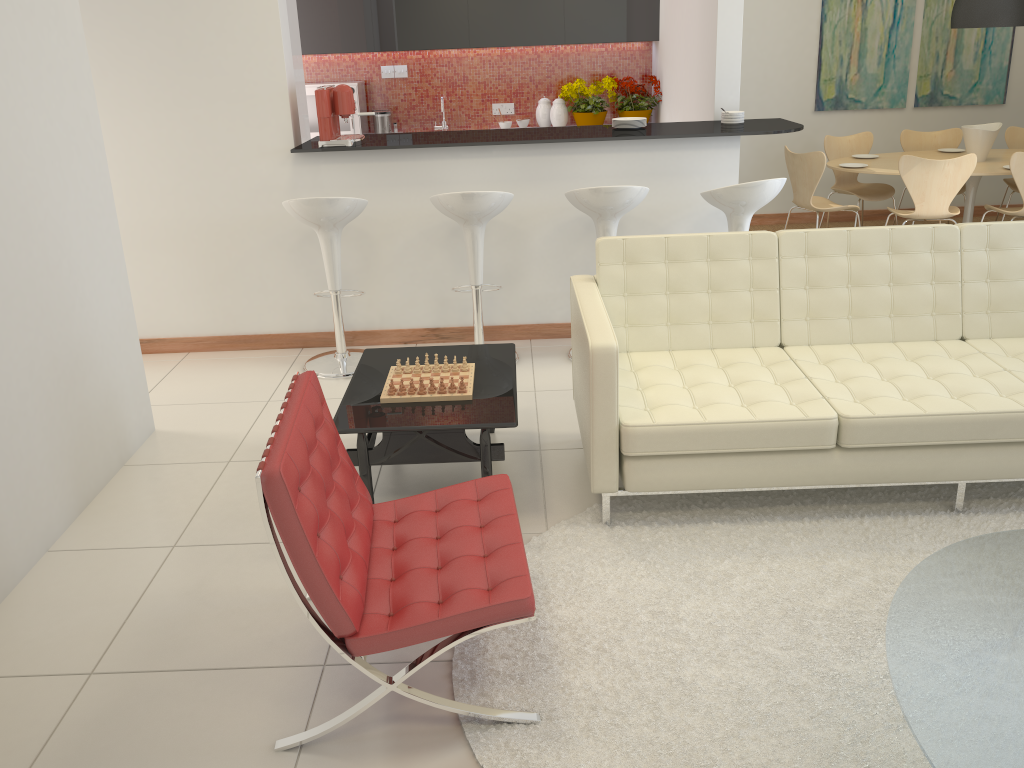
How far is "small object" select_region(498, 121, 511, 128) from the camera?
7.6m

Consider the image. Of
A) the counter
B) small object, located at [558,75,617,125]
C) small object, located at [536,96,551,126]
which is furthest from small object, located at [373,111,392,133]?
the counter

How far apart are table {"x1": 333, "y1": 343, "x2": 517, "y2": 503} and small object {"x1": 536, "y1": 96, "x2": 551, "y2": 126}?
4.2m

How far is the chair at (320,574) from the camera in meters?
2.2

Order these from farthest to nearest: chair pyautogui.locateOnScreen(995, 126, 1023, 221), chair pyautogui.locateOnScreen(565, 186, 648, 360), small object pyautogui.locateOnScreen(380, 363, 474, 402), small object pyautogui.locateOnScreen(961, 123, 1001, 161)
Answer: chair pyautogui.locateOnScreen(995, 126, 1023, 221) → small object pyautogui.locateOnScreen(961, 123, 1001, 161) → chair pyautogui.locateOnScreen(565, 186, 648, 360) → small object pyautogui.locateOnScreen(380, 363, 474, 402)

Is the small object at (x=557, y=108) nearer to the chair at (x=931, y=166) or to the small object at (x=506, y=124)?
the small object at (x=506, y=124)

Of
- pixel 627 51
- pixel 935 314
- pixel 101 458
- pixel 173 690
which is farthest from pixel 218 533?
pixel 627 51

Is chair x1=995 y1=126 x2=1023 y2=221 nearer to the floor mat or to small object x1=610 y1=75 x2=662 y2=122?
small object x1=610 y1=75 x2=662 y2=122

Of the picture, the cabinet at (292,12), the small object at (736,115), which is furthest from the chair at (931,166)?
the cabinet at (292,12)

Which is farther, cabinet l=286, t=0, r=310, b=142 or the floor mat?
cabinet l=286, t=0, r=310, b=142
